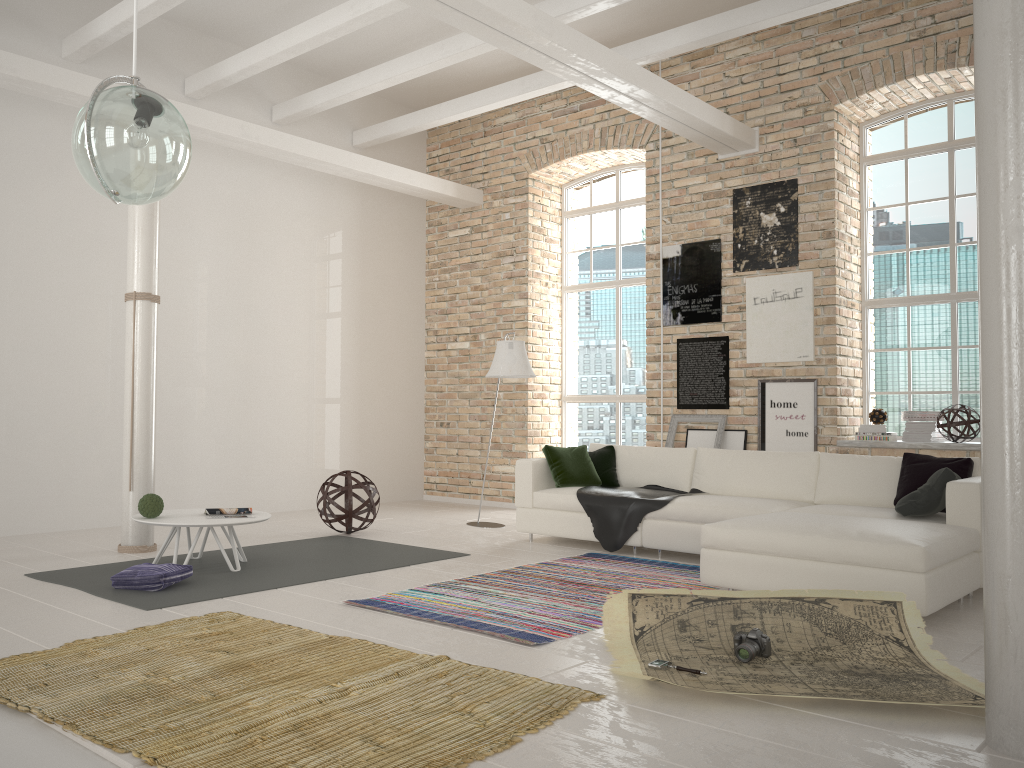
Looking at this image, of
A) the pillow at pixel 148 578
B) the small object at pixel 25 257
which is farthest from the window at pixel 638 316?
the pillow at pixel 148 578

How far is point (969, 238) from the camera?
7.6m

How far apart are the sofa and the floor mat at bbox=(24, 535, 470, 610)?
1.0 meters

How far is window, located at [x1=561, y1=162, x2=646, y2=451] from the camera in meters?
9.7

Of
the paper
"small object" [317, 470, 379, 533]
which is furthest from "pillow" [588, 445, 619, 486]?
the paper

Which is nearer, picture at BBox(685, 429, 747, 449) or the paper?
the paper

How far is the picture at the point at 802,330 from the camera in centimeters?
777cm

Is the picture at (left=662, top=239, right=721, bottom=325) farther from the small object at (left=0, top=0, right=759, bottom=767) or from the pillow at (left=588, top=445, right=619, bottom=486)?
the small object at (left=0, top=0, right=759, bottom=767)

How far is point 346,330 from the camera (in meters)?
10.07

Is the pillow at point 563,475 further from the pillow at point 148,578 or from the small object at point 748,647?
the small object at point 748,647
